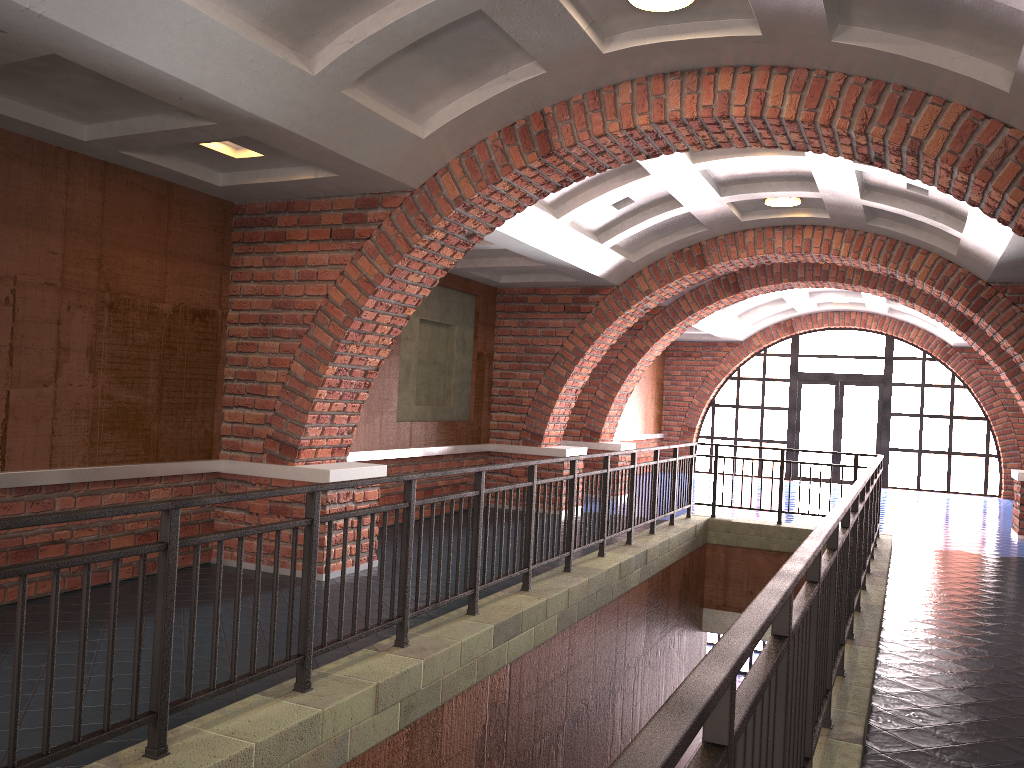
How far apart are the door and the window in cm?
13

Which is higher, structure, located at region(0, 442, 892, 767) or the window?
the window

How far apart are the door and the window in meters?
0.1 m

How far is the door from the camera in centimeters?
1925cm

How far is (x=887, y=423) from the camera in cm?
1886

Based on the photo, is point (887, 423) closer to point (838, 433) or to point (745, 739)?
point (838, 433)

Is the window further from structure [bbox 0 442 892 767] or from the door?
structure [bbox 0 442 892 767]

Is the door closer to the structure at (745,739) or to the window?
the window

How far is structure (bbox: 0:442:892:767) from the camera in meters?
1.8

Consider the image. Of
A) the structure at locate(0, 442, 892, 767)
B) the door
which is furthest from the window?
the structure at locate(0, 442, 892, 767)
